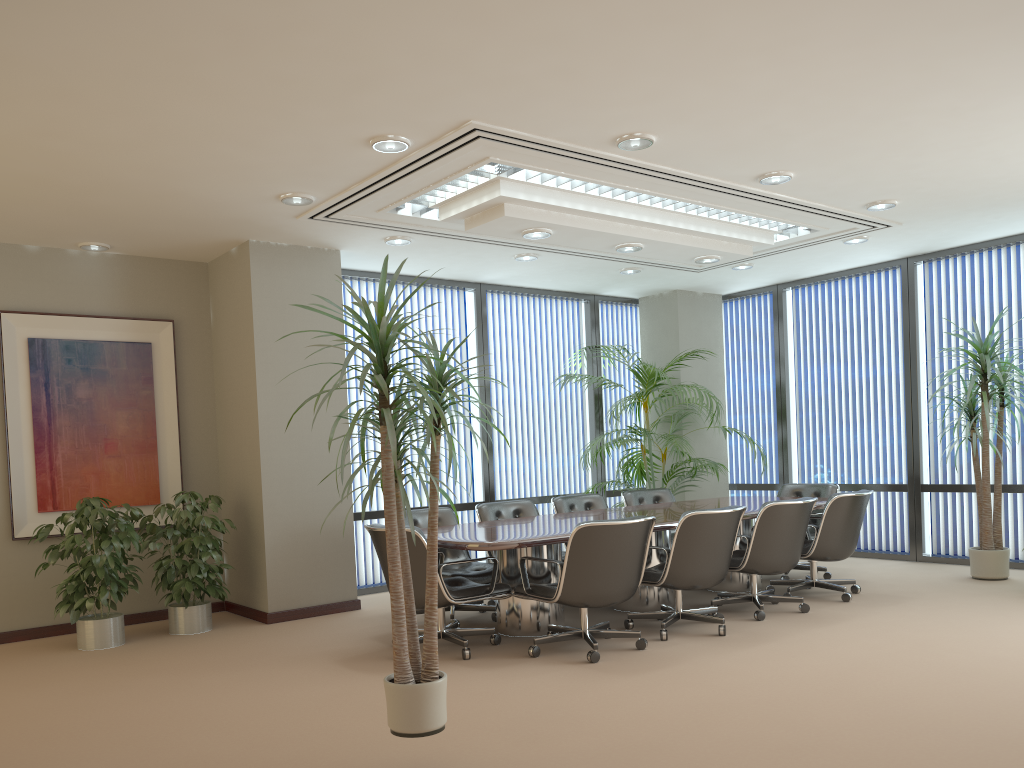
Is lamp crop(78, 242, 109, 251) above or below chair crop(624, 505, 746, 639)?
above

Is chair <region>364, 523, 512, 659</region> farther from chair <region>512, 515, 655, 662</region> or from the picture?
the picture

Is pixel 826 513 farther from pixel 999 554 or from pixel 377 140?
pixel 377 140

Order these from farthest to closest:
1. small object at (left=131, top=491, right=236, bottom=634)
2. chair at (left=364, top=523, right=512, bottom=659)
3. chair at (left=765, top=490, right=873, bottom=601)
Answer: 1. chair at (left=765, top=490, right=873, bottom=601)
2. small object at (left=131, top=491, right=236, bottom=634)
3. chair at (left=364, top=523, right=512, bottom=659)

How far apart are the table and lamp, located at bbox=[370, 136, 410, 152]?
2.35m

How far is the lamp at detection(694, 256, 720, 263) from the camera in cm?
757

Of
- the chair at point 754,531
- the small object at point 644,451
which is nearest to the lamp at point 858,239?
the small object at point 644,451

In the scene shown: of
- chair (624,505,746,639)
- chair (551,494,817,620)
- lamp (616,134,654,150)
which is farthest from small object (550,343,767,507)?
lamp (616,134,654,150)

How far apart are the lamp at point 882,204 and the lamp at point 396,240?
3.7 meters

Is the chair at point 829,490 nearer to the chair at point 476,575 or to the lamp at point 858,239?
the lamp at point 858,239
